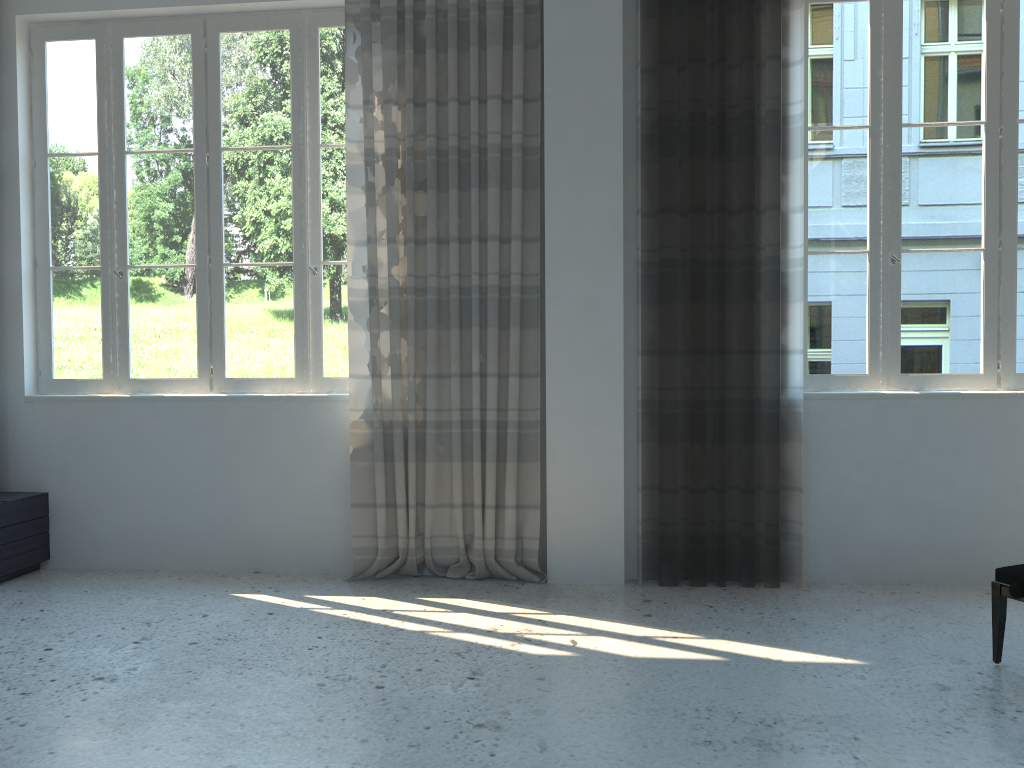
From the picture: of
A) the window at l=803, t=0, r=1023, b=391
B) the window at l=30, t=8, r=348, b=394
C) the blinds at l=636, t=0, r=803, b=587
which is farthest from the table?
the window at l=803, t=0, r=1023, b=391

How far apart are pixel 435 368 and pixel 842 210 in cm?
214

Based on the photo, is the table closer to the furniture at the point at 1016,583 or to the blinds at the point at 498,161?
the blinds at the point at 498,161

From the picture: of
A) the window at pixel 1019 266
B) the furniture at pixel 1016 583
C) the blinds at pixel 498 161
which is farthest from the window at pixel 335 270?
the furniture at pixel 1016 583

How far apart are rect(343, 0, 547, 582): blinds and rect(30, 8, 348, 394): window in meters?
0.2 m

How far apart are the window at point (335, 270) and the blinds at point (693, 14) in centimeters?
153cm

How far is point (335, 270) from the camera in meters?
4.6 m

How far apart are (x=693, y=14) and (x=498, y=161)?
1.1m

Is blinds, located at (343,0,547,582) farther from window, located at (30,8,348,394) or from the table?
the table

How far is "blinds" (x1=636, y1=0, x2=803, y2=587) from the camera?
4.16m
